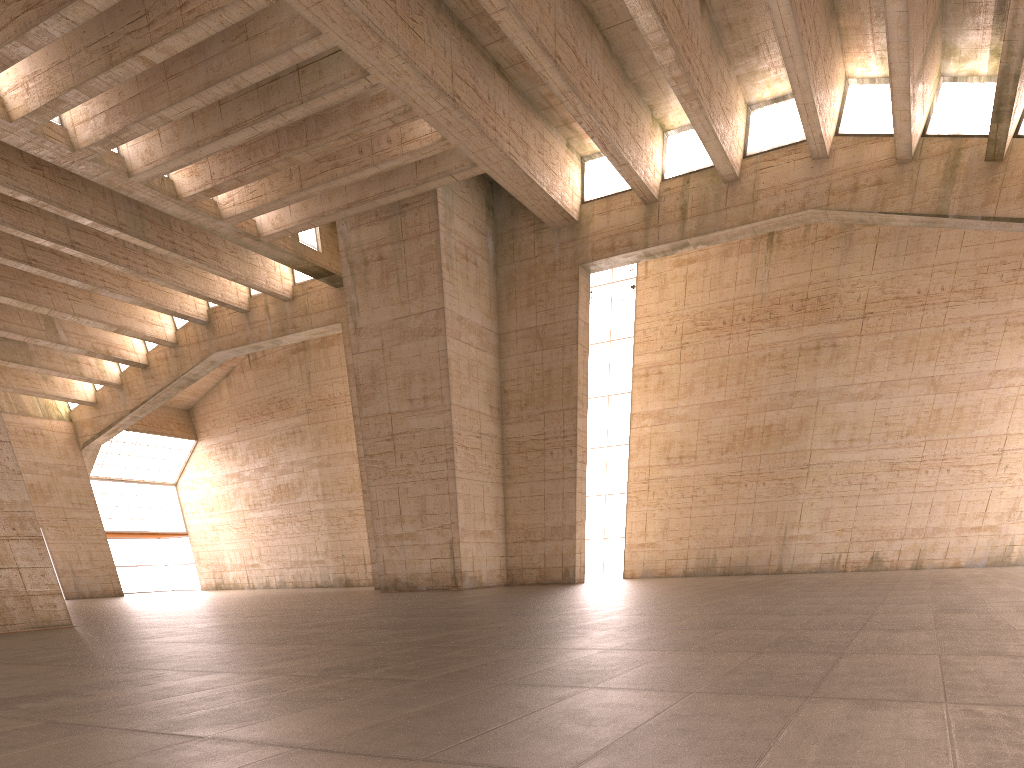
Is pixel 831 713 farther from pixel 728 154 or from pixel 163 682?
pixel 728 154
